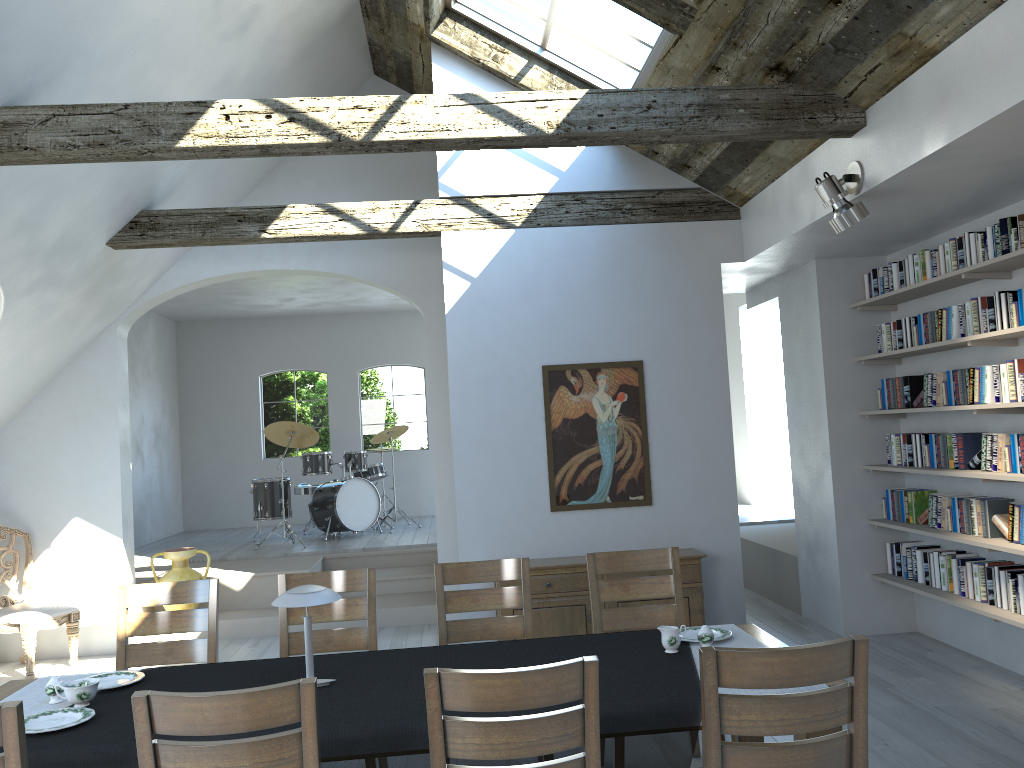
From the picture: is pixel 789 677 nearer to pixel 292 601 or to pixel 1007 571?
pixel 292 601

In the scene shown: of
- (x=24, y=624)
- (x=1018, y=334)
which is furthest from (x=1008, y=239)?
(x=24, y=624)

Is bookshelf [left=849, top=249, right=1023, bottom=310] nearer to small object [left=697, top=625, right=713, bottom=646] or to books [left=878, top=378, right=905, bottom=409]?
books [left=878, top=378, right=905, bottom=409]

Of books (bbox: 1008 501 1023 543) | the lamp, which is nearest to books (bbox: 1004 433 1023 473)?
books (bbox: 1008 501 1023 543)

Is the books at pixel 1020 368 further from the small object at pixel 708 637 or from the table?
the small object at pixel 708 637

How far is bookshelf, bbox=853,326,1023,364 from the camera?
4.9m

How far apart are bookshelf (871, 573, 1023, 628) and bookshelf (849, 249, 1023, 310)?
1.92m

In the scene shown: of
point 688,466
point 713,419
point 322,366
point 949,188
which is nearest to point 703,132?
point 949,188

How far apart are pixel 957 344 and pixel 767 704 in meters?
3.8 m

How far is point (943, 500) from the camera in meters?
5.7 m
